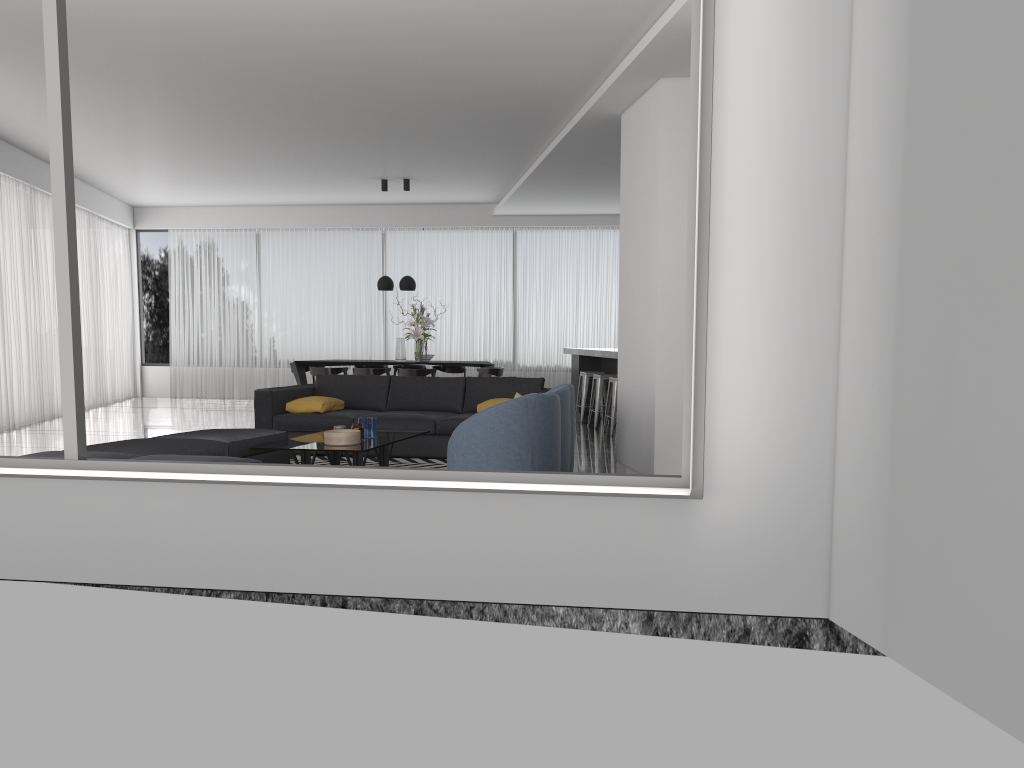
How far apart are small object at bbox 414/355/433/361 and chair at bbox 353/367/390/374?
0.64m

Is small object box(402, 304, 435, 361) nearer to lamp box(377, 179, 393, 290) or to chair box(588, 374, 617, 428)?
lamp box(377, 179, 393, 290)

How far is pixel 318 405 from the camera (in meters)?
8.19

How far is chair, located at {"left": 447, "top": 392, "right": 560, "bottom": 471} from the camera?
5.55m

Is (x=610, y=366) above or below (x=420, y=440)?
above

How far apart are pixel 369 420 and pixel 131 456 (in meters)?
1.94

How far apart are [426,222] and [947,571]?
12.6 meters

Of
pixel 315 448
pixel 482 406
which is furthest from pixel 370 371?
pixel 315 448

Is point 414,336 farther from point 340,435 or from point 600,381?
point 340,435

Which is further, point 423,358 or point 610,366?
point 423,358
